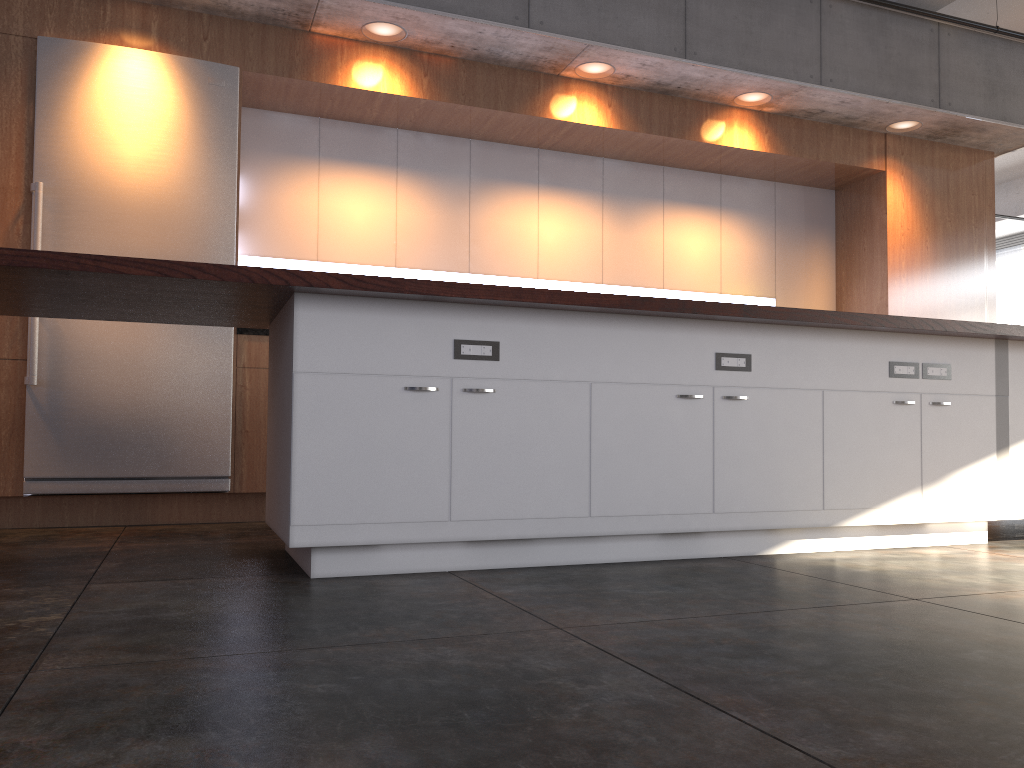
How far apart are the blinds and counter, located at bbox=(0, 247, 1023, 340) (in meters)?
12.54

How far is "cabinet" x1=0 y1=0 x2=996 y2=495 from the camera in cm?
447

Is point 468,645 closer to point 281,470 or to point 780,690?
point 780,690

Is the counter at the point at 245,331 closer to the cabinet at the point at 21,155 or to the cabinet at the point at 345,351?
the cabinet at the point at 21,155

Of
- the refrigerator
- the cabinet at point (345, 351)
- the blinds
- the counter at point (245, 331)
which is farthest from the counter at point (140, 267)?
the blinds

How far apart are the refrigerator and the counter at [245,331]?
0.09m

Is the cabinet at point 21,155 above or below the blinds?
below

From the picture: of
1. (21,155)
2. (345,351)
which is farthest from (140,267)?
(21,155)

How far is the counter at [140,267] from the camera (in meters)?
2.57

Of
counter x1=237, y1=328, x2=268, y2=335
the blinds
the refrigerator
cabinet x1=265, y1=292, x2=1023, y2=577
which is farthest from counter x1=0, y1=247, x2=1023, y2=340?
the blinds
